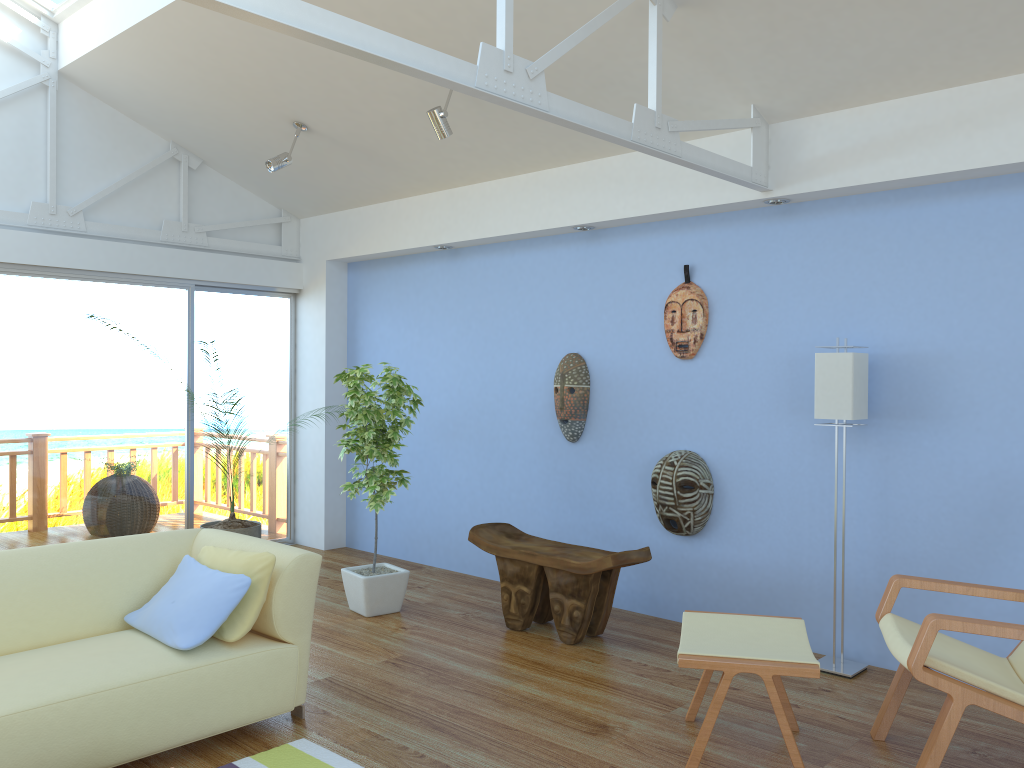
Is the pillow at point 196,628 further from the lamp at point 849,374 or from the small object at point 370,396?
the lamp at point 849,374

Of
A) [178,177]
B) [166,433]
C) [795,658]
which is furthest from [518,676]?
[178,177]

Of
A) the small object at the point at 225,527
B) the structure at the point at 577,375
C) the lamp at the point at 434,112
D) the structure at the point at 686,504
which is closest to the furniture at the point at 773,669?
the structure at the point at 686,504

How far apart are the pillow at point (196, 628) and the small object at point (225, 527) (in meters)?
1.37

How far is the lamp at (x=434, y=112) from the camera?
4.5m

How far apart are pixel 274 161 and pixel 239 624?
3.13m

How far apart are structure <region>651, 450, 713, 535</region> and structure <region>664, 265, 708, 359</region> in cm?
52

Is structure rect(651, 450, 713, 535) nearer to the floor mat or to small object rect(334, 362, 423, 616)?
small object rect(334, 362, 423, 616)

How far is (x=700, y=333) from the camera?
4.70m

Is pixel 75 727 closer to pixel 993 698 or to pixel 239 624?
pixel 239 624
